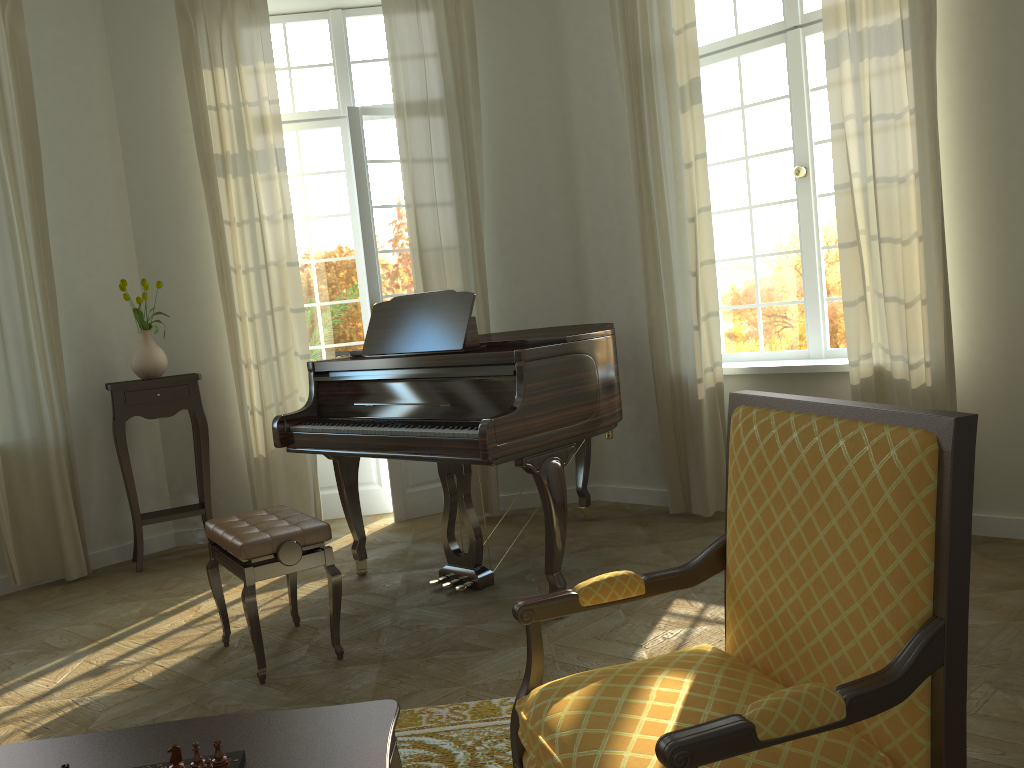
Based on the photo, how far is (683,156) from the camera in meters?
4.9

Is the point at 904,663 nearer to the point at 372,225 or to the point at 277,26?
the point at 372,225

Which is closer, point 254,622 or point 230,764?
point 230,764

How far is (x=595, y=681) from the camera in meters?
1.8 m

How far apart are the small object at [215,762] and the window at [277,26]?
4.9m

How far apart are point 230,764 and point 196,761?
0.1 meters

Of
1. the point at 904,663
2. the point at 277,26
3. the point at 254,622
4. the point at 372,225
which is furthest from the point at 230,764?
the point at 277,26

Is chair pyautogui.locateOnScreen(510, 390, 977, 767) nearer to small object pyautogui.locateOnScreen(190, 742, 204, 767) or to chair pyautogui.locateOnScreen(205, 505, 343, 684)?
small object pyautogui.locateOnScreen(190, 742, 204, 767)

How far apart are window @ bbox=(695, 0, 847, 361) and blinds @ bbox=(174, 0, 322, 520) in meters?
2.6 m

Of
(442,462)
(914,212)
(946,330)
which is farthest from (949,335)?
(442,462)
